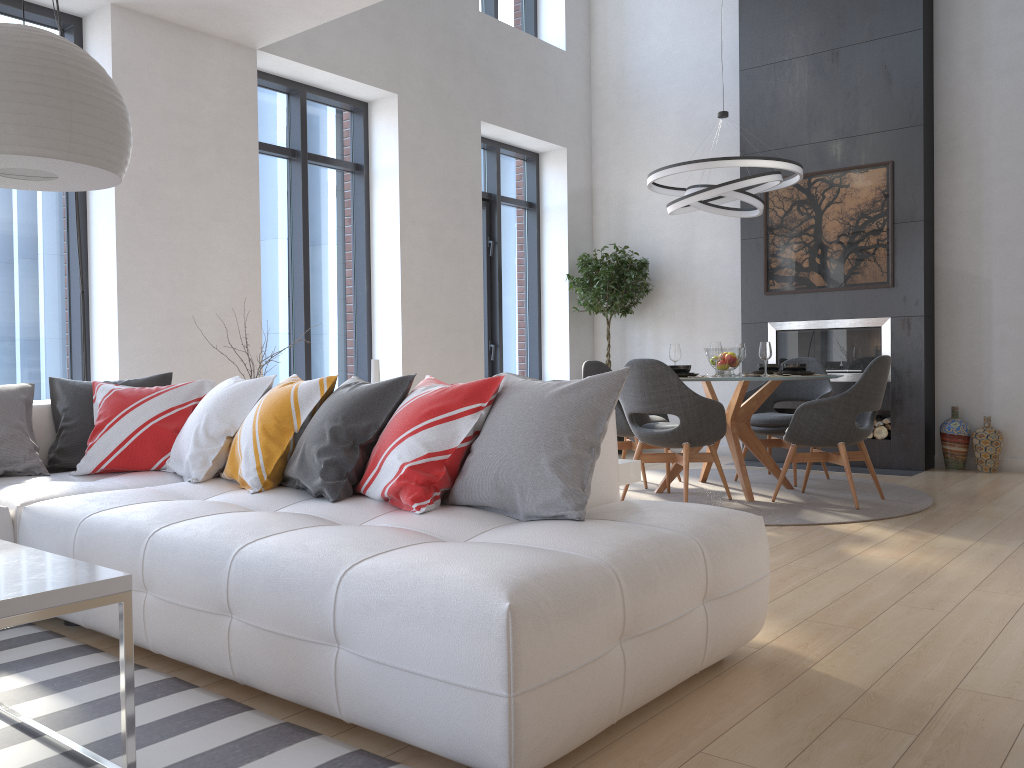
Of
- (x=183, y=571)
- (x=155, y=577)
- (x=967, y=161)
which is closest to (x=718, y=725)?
(x=183, y=571)

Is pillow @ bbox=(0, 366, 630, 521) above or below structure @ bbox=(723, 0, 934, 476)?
below

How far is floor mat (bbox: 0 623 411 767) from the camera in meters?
1.9 m

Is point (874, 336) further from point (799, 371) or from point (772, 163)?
point (772, 163)

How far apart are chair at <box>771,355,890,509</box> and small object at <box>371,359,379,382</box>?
2.7 meters

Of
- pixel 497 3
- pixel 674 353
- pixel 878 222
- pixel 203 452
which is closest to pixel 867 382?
pixel 674 353

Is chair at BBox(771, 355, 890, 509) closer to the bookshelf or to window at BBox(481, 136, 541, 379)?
the bookshelf

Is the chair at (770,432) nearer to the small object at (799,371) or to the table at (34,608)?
the small object at (799,371)

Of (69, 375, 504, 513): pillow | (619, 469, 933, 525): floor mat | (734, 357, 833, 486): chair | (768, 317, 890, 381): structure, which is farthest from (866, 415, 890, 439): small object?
(69, 375, 504, 513): pillow

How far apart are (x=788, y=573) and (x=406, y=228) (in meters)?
4.42
